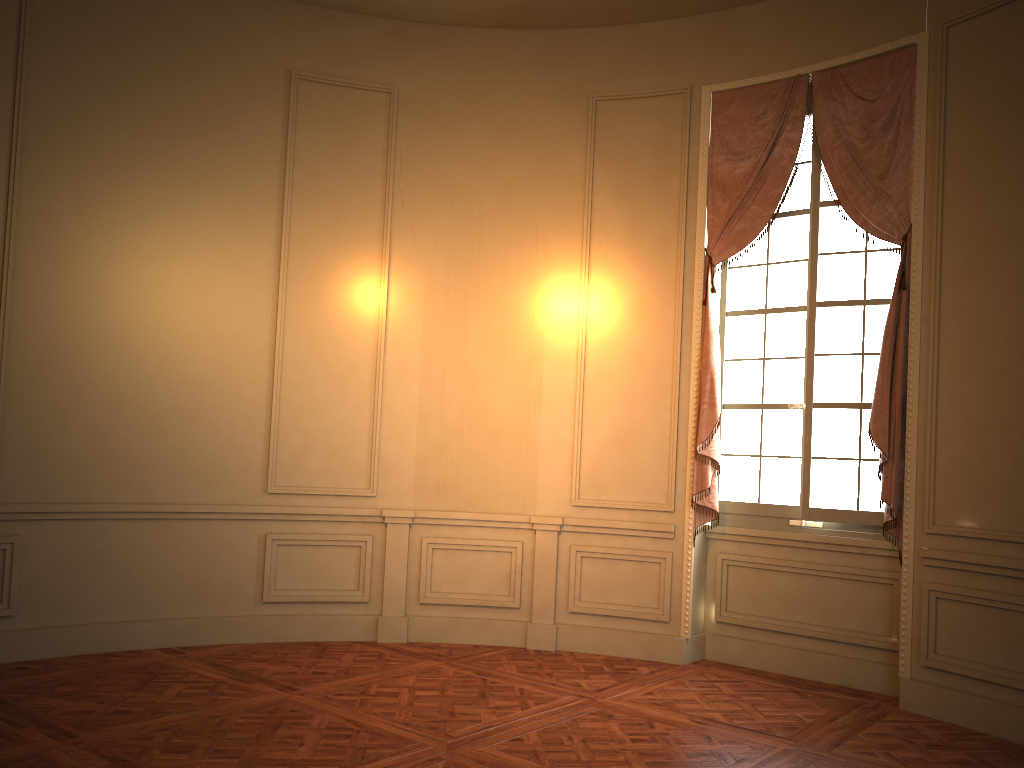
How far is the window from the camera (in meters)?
5.29

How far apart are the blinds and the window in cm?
11

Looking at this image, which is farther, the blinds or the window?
the window

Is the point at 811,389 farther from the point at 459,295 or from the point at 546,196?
the point at 459,295

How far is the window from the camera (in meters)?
5.29

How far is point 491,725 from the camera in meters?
4.2

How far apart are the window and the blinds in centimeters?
11cm

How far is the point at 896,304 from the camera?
4.96m
